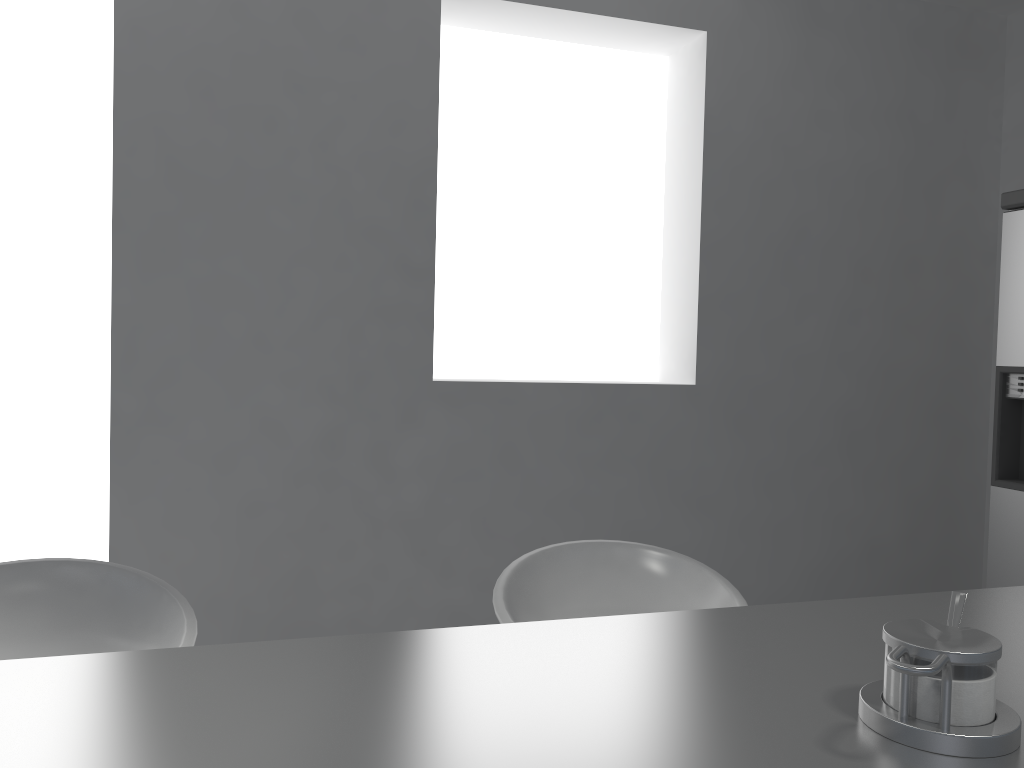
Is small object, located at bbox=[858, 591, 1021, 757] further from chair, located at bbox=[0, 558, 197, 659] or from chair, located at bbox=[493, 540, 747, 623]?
chair, located at bbox=[0, 558, 197, 659]

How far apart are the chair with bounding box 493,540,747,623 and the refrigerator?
1.64m

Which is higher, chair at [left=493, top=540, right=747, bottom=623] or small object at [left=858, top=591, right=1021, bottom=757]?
small object at [left=858, top=591, right=1021, bottom=757]

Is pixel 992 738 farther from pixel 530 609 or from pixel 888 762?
pixel 530 609

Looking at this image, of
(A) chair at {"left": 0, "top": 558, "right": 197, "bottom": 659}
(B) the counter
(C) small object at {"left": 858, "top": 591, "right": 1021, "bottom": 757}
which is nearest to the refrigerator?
(B) the counter

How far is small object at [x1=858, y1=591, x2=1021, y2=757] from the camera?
0.7m

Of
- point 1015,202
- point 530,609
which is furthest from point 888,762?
point 1015,202

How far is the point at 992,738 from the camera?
0.69m

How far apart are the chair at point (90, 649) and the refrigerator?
2.5m

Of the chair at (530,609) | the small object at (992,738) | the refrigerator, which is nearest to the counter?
the small object at (992,738)
